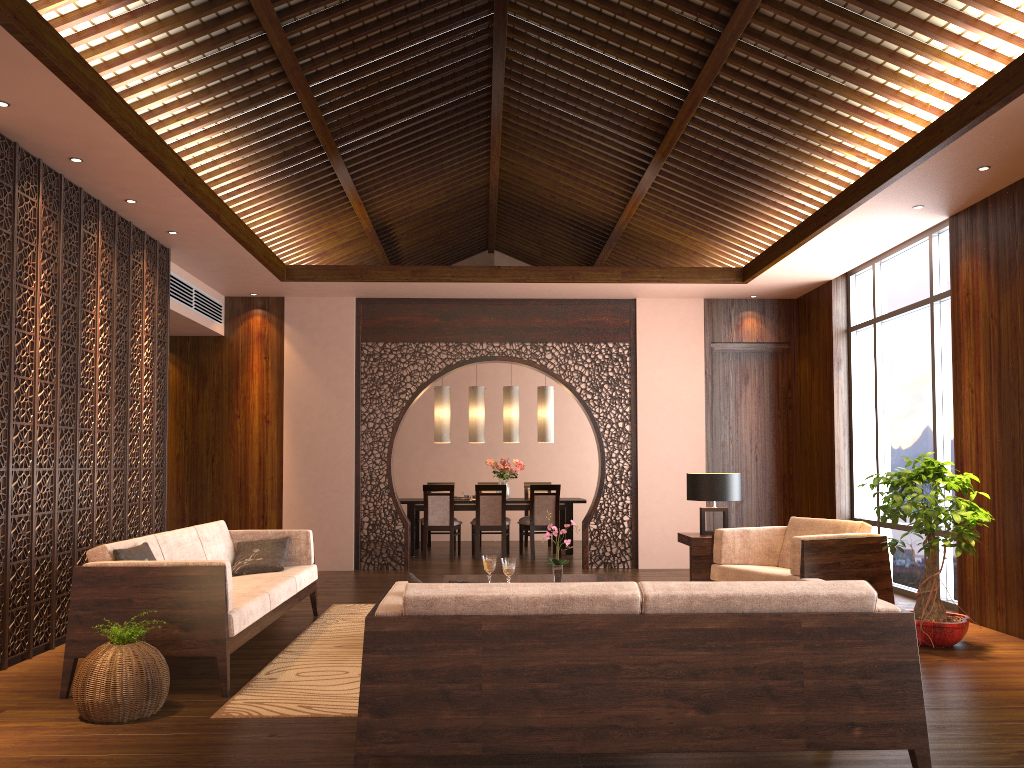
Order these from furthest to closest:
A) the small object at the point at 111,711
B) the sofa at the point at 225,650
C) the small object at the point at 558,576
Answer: the small object at the point at 558,576 → the sofa at the point at 225,650 → the small object at the point at 111,711

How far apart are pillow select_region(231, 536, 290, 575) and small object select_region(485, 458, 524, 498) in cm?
490

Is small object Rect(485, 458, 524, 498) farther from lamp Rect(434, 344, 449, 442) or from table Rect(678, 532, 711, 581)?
table Rect(678, 532, 711, 581)

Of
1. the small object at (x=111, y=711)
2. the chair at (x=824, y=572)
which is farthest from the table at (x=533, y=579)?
Result: the small object at (x=111, y=711)

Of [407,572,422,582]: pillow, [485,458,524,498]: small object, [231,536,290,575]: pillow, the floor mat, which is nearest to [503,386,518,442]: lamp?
[485,458,524,498]: small object

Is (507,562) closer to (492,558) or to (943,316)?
(492,558)

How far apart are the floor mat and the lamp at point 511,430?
4.5 meters

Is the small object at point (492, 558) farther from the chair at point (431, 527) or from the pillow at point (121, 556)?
the chair at point (431, 527)

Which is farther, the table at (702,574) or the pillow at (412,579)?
the table at (702,574)

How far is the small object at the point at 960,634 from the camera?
5.0 meters
